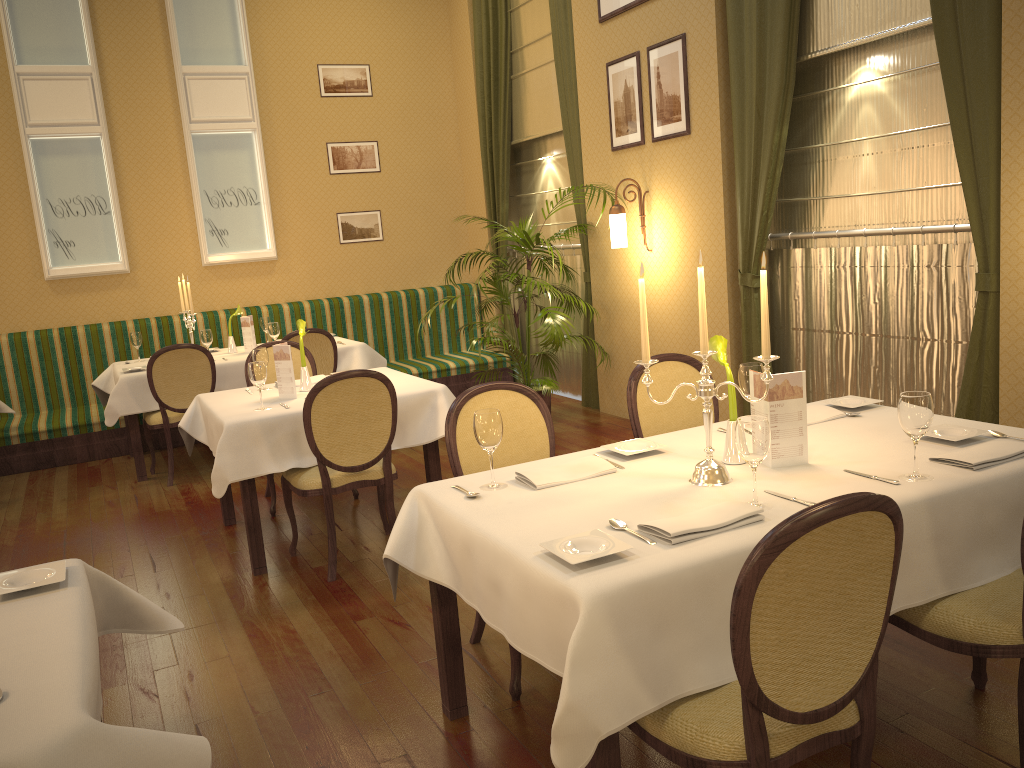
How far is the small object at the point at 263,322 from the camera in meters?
7.2 m

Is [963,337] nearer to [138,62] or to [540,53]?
[540,53]

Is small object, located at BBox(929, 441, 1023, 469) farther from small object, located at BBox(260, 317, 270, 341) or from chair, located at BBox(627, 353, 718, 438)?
small object, located at BBox(260, 317, 270, 341)

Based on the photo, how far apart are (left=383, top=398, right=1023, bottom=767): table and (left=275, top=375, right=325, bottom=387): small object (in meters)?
2.43

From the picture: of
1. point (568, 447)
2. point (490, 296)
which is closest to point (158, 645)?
point (568, 447)

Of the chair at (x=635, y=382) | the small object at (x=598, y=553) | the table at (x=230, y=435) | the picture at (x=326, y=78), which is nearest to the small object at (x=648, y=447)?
the chair at (x=635, y=382)

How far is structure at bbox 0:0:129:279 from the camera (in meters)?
7.20

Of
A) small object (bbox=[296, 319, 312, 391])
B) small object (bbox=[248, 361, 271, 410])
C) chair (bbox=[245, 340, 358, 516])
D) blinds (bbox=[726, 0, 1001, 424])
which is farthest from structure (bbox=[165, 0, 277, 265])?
blinds (bbox=[726, 0, 1001, 424])

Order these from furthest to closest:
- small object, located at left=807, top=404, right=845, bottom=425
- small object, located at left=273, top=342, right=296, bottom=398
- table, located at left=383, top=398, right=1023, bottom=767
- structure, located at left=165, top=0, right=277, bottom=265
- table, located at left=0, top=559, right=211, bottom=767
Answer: structure, located at left=165, top=0, right=277, bottom=265
small object, located at left=273, top=342, right=296, bottom=398
small object, located at left=807, top=404, right=845, bottom=425
table, located at left=383, top=398, right=1023, bottom=767
table, located at left=0, top=559, right=211, bottom=767

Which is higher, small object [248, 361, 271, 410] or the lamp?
the lamp
